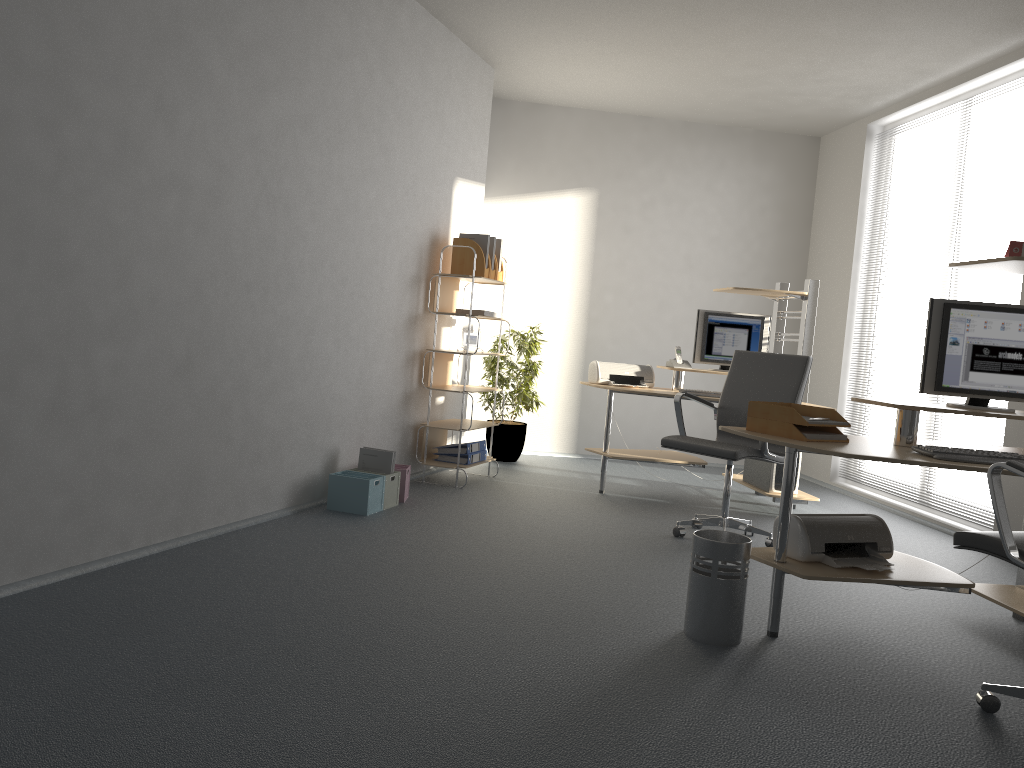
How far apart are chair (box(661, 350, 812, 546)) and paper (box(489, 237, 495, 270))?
1.8 meters

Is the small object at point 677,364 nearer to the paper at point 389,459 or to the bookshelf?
the bookshelf

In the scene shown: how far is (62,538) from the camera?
3.24m

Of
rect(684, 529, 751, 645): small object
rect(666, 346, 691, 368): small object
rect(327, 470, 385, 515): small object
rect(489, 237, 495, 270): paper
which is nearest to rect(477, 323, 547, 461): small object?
rect(489, 237, 495, 270): paper

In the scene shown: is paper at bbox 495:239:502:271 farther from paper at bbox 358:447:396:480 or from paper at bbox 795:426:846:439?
paper at bbox 795:426:846:439

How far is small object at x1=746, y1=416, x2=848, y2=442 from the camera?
3.26m

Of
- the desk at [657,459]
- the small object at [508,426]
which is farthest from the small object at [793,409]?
the small object at [508,426]

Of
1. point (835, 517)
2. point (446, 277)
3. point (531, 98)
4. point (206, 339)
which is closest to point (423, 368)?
point (446, 277)

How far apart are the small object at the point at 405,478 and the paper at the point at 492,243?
1.7m

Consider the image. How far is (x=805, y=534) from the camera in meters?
3.3
